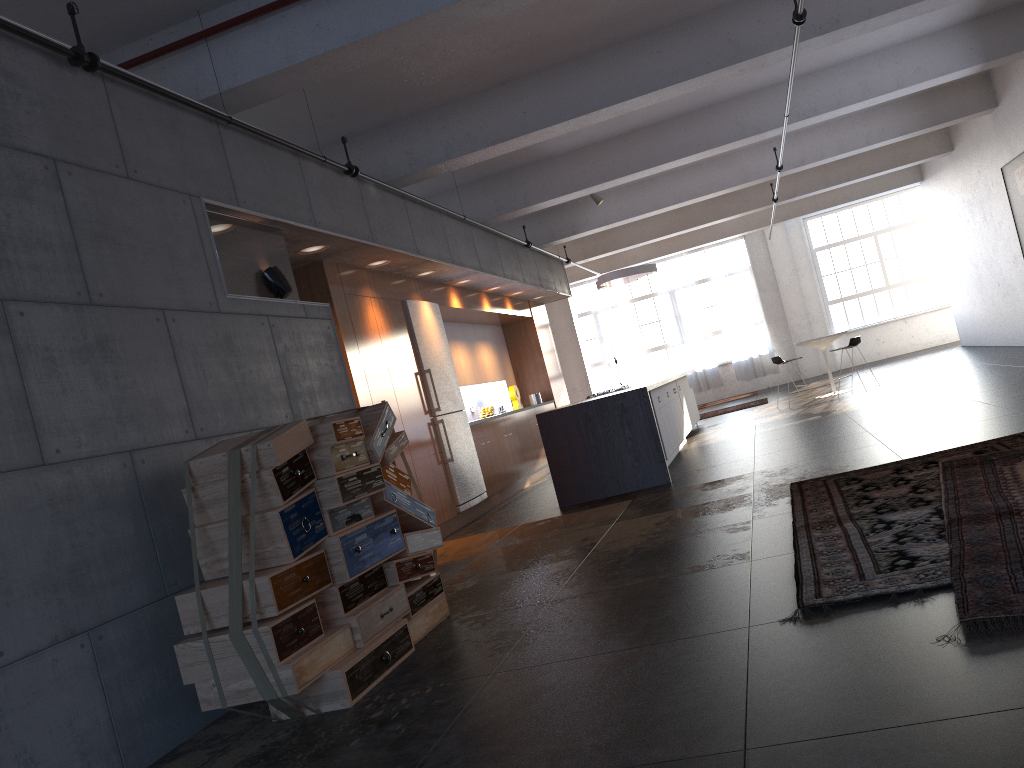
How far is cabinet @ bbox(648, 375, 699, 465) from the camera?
9.9 meters

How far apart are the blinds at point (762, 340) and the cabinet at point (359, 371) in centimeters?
766cm

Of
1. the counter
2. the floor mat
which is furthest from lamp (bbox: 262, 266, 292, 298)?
the floor mat

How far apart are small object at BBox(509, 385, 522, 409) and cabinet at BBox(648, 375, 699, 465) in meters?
2.4

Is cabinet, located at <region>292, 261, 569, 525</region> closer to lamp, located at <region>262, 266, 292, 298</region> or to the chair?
lamp, located at <region>262, 266, 292, 298</region>

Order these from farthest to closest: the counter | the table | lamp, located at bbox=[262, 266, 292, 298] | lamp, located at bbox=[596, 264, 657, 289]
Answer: lamp, located at bbox=[596, 264, 657, 289] → the table → the counter → lamp, located at bbox=[262, 266, 292, 298]

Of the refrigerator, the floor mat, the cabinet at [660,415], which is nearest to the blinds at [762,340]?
the cabinet at [660,415]

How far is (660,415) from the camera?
9.93m

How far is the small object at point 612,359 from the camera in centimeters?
1994cm

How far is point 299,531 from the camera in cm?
406
